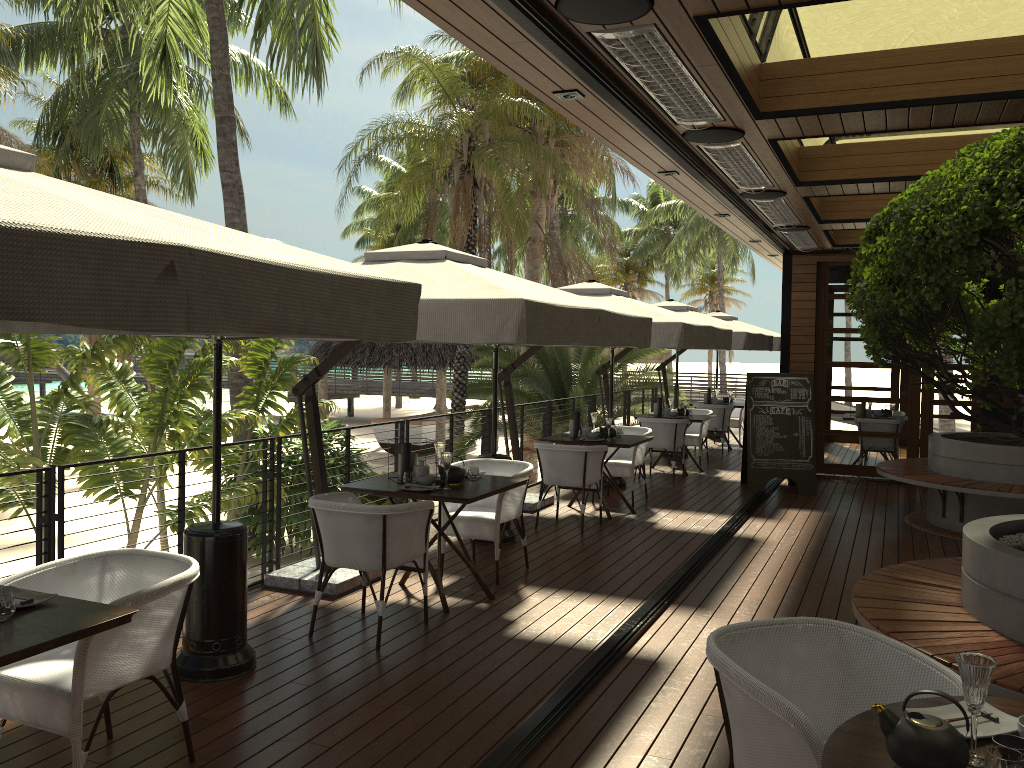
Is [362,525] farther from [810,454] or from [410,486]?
[810,454]

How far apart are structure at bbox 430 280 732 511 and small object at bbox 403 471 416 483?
2.7m

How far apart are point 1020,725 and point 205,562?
3.51m

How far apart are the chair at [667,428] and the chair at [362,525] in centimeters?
625cm

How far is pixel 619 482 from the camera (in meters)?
10.45

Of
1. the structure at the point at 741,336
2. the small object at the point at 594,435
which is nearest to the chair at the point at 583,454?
the small object at the point at 594,435

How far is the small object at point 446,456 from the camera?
5.5 meters

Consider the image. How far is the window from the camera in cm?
1133

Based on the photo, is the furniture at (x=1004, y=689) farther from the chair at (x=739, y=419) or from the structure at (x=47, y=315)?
the chair at (x=739, y=419)

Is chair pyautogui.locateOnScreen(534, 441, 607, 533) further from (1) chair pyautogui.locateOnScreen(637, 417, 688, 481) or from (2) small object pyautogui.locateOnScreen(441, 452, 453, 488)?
(1) chair pyautogui.locateOnScreen(637, 417, 688, 481)
